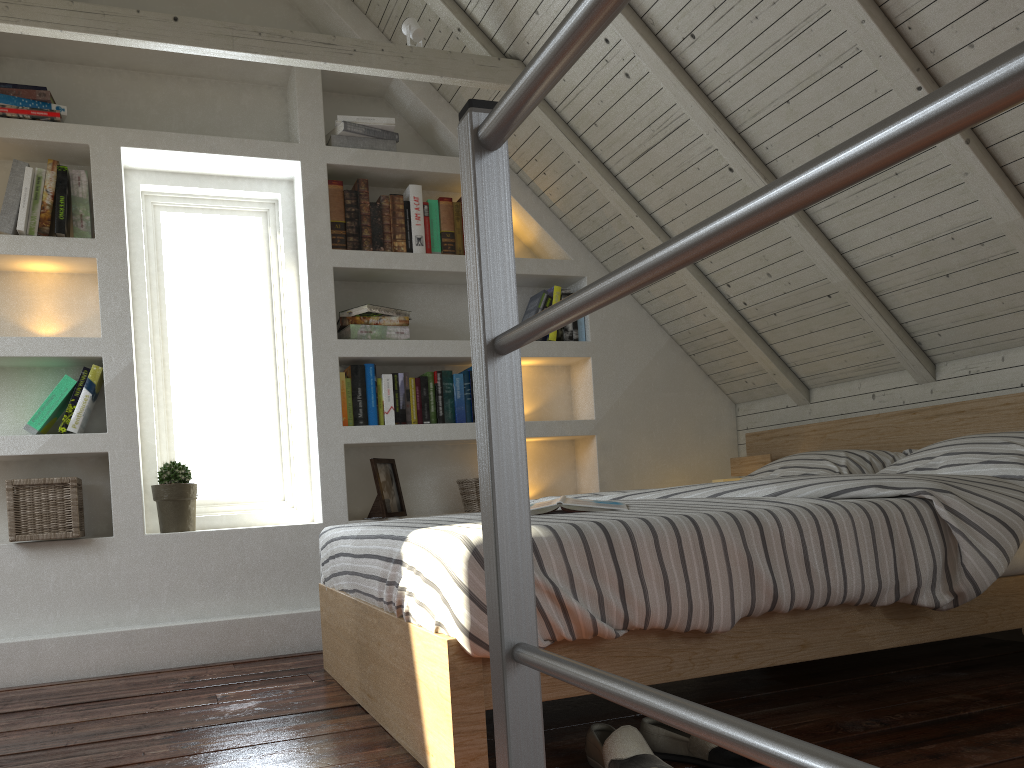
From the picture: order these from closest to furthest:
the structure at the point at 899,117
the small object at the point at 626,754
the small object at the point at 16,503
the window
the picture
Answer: the structure at the point at 899,117
the small object at the point at 626,754
the small object at the point at 16,503
the picture
the window

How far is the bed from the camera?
Answer: 1.47m

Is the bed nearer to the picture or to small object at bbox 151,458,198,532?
the picture

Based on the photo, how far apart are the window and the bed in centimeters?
86cm

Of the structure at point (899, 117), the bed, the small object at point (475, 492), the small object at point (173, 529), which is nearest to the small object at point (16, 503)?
the small object at point (173, 529)

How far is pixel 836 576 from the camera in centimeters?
167cm

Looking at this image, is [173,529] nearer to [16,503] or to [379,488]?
[16,503]

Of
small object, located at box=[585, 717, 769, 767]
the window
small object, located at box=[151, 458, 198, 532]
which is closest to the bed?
small object, located at box=[585, 717, 769, 767]

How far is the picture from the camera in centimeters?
318cm

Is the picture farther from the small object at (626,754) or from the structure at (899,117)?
the structure at (899,117)
